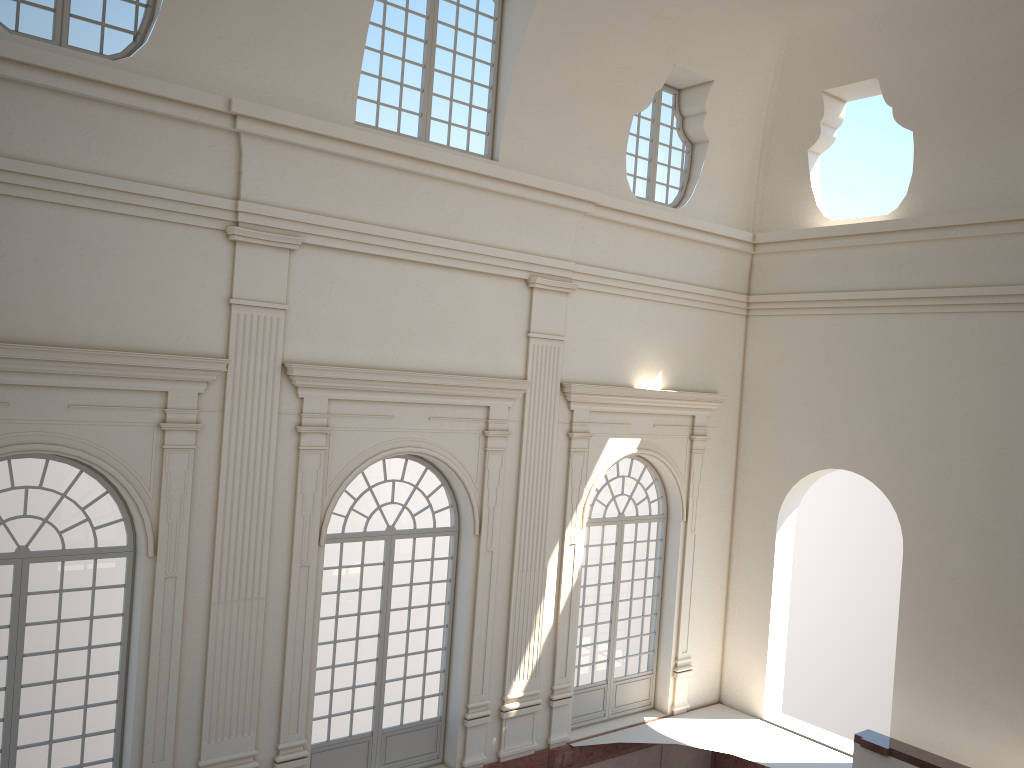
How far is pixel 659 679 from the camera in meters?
14.8 m
